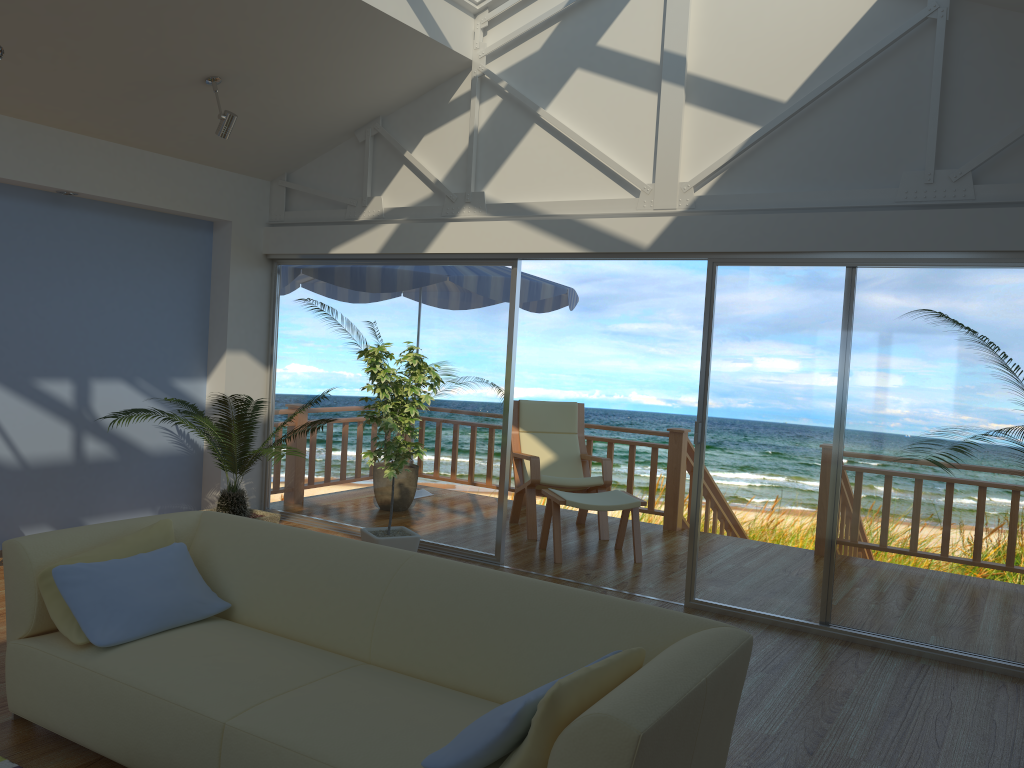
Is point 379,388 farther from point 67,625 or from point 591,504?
point 67,625

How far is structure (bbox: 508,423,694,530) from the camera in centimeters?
715cm

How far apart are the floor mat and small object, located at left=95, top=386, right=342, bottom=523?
2.55m

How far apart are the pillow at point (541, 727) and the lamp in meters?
4.1 m

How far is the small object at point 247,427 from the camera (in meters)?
5.41

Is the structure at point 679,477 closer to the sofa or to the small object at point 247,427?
the small object at point 247,427

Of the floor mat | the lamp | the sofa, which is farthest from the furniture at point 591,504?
the floor mat

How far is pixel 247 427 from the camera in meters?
5.4

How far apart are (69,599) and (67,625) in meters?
0.1

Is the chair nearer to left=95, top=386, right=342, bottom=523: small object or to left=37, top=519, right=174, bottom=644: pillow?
left=95, top=386, right=342, bottom=523: small object
